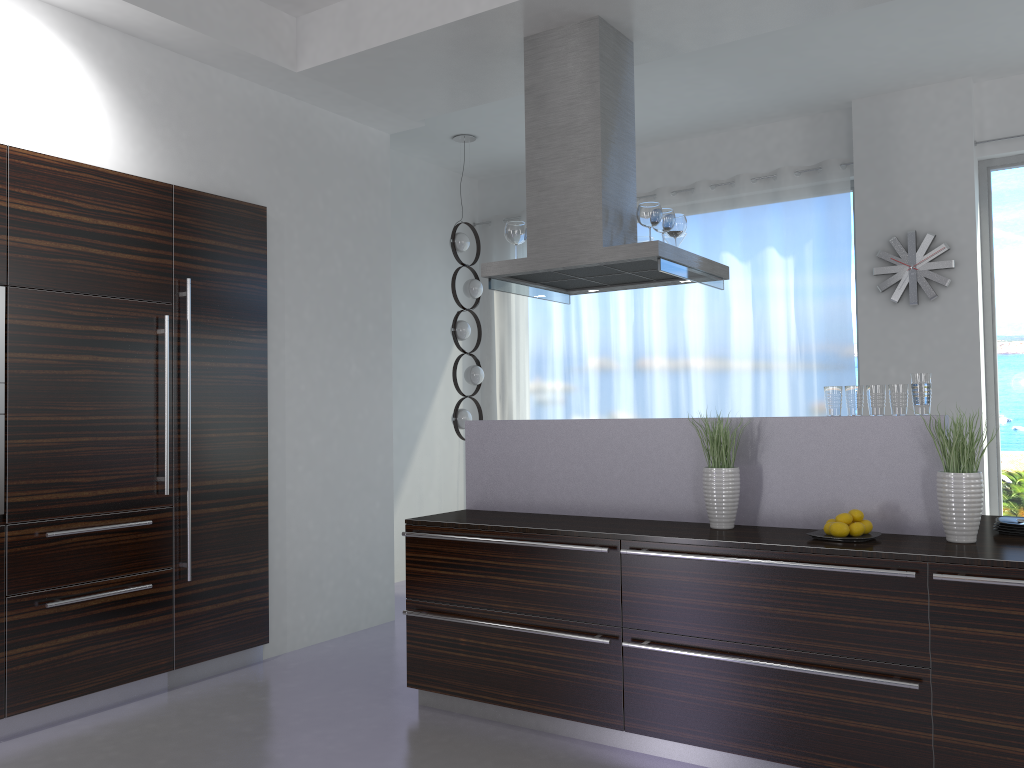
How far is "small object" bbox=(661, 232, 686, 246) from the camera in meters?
4.7 m

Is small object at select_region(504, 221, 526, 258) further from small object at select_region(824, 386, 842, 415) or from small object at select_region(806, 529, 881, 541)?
small object at select_region(806, 529, 881, 541)

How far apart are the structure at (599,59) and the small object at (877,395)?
1.07m

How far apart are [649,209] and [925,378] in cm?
148

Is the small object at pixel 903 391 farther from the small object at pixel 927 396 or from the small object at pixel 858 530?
the small object at pixel 858 530

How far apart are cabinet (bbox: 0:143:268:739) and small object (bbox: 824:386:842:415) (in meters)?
2.94

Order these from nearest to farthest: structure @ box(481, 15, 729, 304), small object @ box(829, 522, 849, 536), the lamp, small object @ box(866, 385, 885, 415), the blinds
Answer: small object @ box(829, 522, 849, 536)
small object @ box(866, 385, 885, 415)
structure @ box(481, 15, 729, 304)
the blinds
the lamp

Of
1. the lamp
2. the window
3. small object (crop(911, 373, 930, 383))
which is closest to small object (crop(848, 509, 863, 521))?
small object (crop(911, 373, 930, 383))

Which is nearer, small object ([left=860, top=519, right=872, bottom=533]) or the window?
small object ([left=860, top=519, right=872, bottom=533])

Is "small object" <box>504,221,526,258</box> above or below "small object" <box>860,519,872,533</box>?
above
